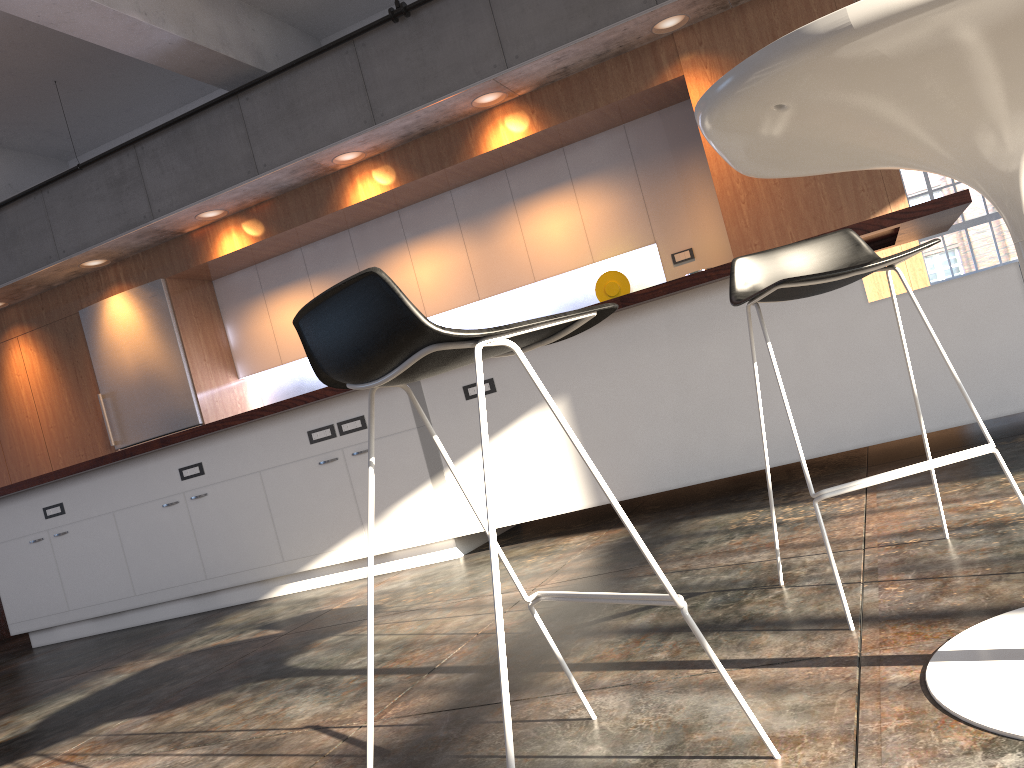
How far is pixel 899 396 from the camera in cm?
342

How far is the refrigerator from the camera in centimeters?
739cm

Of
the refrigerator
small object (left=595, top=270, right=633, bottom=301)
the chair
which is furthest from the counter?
small object (left=595, top=270, right=633, bottom=301)

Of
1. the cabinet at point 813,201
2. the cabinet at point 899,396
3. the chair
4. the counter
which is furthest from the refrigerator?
the chair

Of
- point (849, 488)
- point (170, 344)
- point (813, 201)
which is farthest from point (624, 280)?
point (849, 488)

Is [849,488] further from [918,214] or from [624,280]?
[624,280]

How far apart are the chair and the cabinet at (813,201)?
3.5m

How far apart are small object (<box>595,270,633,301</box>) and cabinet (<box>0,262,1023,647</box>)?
2.2m

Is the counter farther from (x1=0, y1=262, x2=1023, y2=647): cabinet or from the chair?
the chair

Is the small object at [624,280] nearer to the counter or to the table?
the counter
